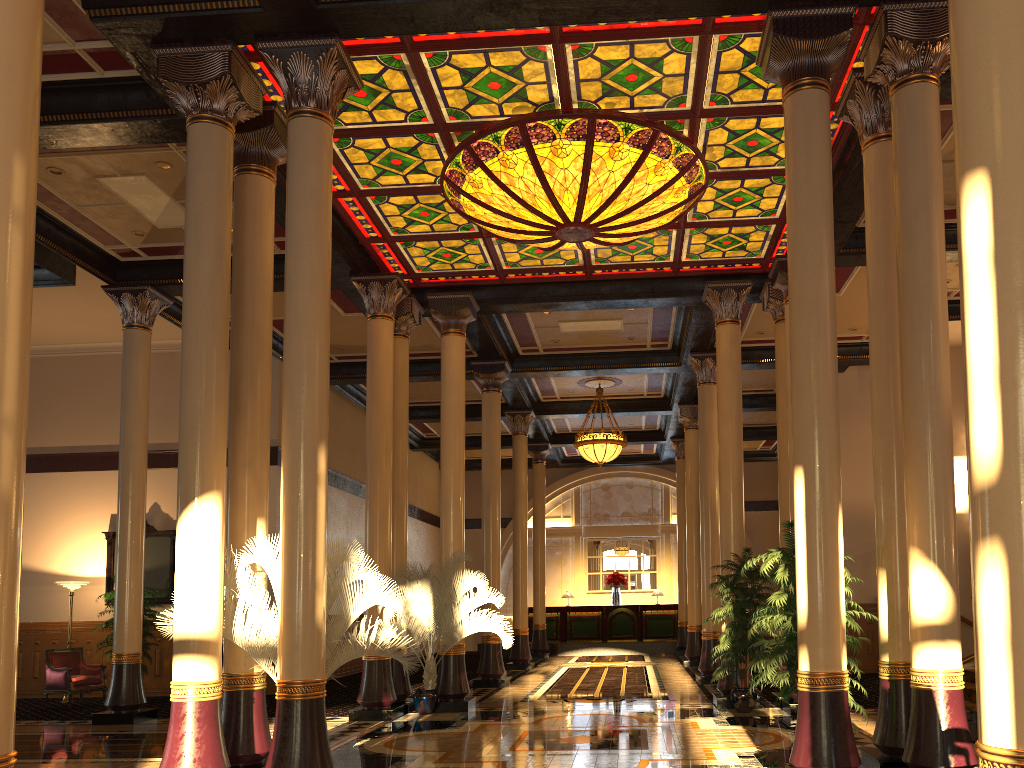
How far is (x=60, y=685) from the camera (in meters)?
13.52

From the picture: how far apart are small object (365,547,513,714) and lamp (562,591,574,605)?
13.05m

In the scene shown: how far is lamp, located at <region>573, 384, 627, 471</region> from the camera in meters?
18.1 m

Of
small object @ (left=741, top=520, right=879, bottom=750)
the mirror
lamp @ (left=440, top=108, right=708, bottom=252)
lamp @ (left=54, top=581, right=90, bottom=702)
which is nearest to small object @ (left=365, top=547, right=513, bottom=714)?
lamp @ (left=440, top=108, right=708, bottom=252)

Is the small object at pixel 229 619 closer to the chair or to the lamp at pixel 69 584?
the chair

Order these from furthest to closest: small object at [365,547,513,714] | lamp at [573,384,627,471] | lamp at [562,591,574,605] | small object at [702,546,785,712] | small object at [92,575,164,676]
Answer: lamp at [562,591,574,605]
lamp at [573,384,627,471]
small object at [92,575,164,676]
small object at [365,547,513,714]
small object at [702,546,785,712]

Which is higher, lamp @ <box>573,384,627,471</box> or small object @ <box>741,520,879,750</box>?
lamp @ <box>573,384,627,471</box>

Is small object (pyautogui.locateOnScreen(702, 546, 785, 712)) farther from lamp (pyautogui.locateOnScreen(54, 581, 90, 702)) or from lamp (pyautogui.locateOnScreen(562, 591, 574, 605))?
lamp (pyautogui.locateOnScreen(562, 591, 574, 605))

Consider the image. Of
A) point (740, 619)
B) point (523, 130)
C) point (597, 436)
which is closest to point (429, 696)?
point (740, 619)

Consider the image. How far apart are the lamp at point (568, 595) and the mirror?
12.5 meters
